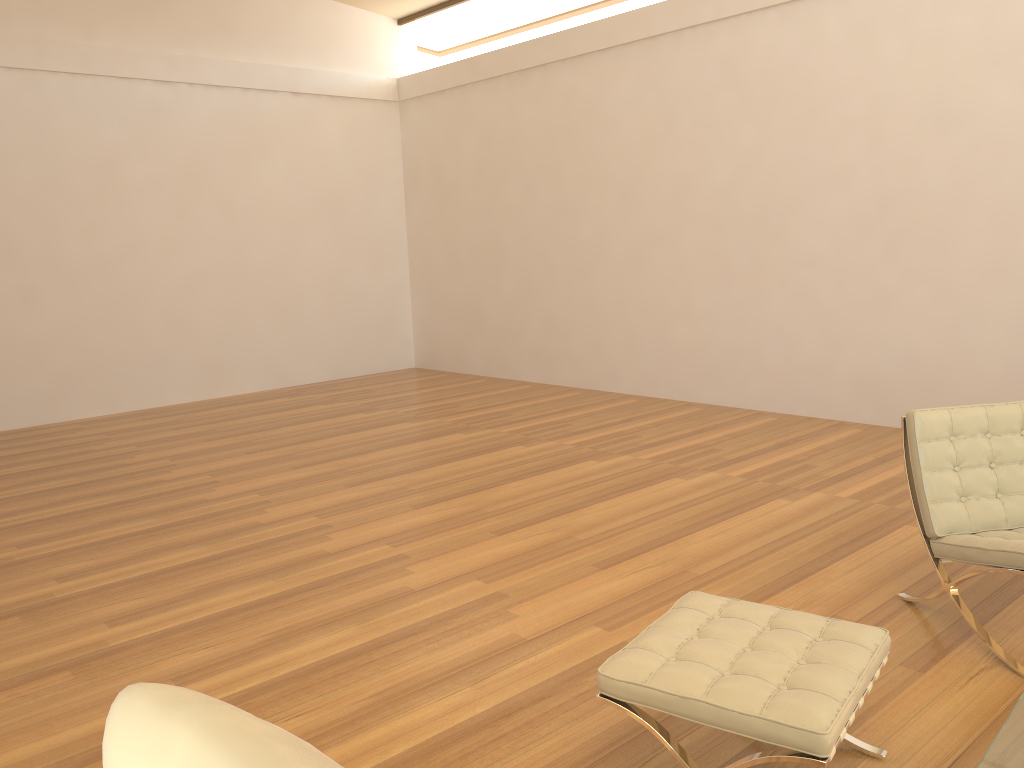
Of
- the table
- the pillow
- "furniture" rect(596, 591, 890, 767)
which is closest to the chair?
"furniture" rect(596, 591, 890, 767)

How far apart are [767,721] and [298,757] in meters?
1.4

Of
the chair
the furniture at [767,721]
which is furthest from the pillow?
the chair

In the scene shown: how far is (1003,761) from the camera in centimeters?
174cm

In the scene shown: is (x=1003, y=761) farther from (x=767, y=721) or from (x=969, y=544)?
(x=969, y=544)

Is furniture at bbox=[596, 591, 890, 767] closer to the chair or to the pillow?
the chair

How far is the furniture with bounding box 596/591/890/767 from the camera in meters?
2.0 m

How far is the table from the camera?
1.7m

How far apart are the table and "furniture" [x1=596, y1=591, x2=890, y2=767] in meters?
0.3

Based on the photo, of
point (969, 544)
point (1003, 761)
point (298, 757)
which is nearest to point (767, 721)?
point (1003, 761)
